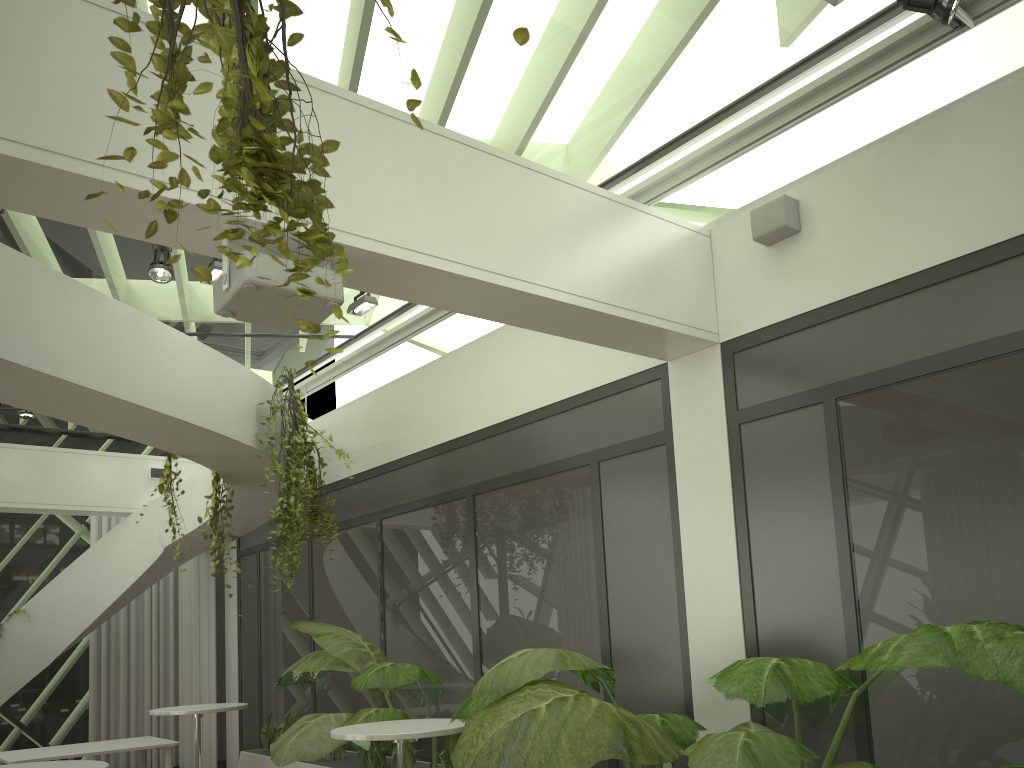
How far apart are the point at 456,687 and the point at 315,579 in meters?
2.7

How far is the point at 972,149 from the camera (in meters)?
4.21

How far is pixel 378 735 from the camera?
4.7 meters

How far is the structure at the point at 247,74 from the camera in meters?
1.9 m

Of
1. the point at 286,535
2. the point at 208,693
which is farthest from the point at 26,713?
the point at 286,535

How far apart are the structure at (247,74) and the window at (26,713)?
10.68m

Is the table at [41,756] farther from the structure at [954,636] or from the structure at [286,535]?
the structure at [286,535]

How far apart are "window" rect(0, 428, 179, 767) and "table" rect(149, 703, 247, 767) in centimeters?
437cm

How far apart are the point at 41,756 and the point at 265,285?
6.4m

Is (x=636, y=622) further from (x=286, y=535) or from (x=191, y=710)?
(x=191, y=710)
